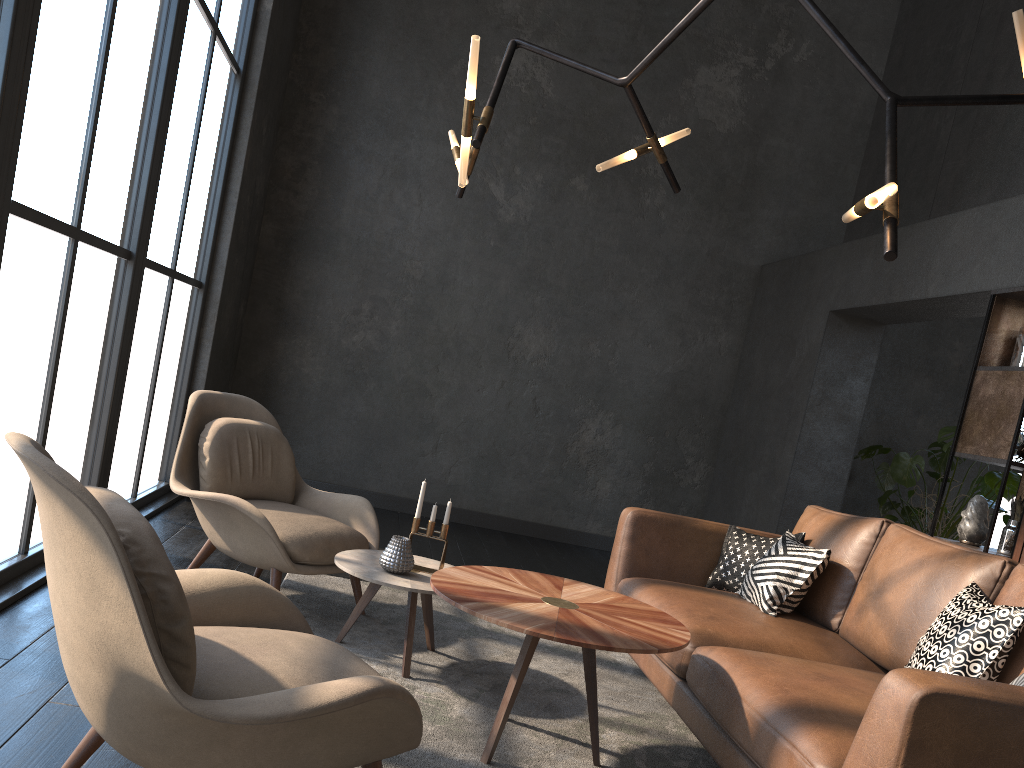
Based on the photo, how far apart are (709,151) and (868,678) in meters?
5.2 m

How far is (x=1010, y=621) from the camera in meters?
2.4

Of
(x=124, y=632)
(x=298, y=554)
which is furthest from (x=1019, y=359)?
(x=124, y=632)

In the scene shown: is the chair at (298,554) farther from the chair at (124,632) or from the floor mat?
the chair at (124,632)

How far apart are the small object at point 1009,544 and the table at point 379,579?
2.6 meters

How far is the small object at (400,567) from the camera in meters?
3.2

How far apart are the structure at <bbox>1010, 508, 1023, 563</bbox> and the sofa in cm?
80

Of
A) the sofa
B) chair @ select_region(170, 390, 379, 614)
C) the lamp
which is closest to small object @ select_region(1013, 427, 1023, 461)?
the sofa

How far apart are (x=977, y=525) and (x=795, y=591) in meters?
1.2 m

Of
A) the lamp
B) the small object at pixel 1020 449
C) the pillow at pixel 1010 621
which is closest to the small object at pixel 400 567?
the lamp
